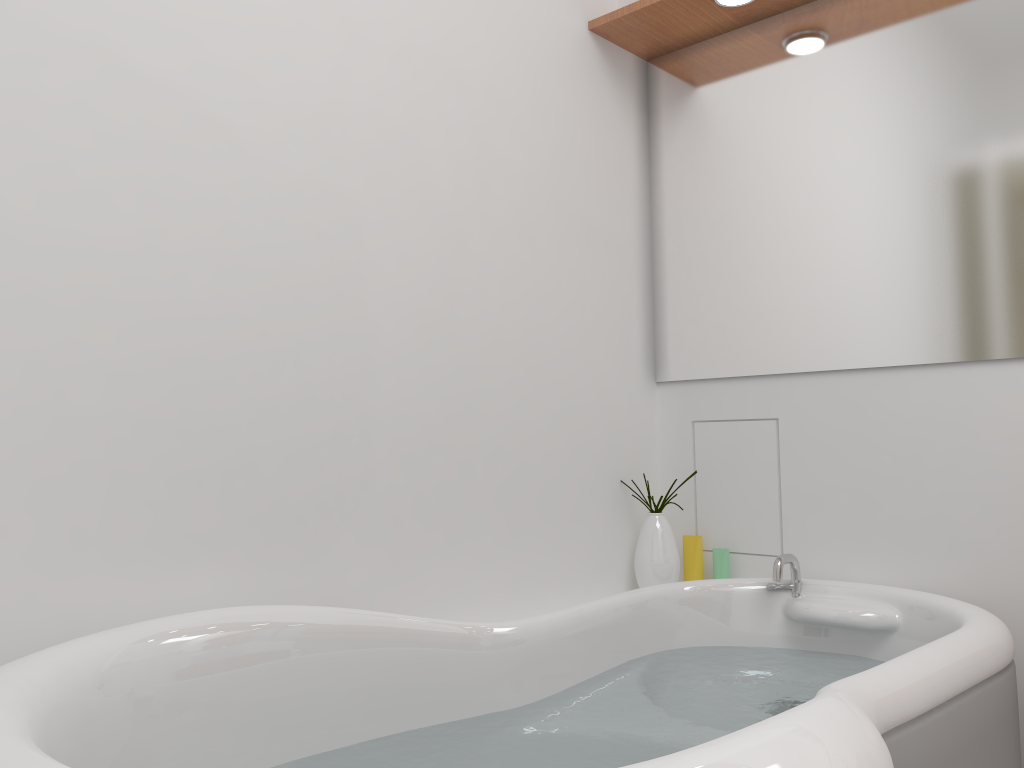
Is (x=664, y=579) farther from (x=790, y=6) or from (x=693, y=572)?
(x=790, y=6)

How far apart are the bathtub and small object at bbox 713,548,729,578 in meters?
0.2

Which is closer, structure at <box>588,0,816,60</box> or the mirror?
the mirror

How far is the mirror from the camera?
1.9m

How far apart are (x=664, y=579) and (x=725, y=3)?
1.4m

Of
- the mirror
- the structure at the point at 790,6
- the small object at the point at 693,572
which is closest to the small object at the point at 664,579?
the small object at the point at 693,572

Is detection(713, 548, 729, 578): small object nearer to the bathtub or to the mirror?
the bathtub

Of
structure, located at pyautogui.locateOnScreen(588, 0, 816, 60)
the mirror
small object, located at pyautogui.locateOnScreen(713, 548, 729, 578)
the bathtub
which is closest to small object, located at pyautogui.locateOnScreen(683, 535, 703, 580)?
small object, located at pyautogui.locateOnScreen(713, 548, 729, 578)

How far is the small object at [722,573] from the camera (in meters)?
2.19

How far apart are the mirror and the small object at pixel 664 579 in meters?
0.3 m
